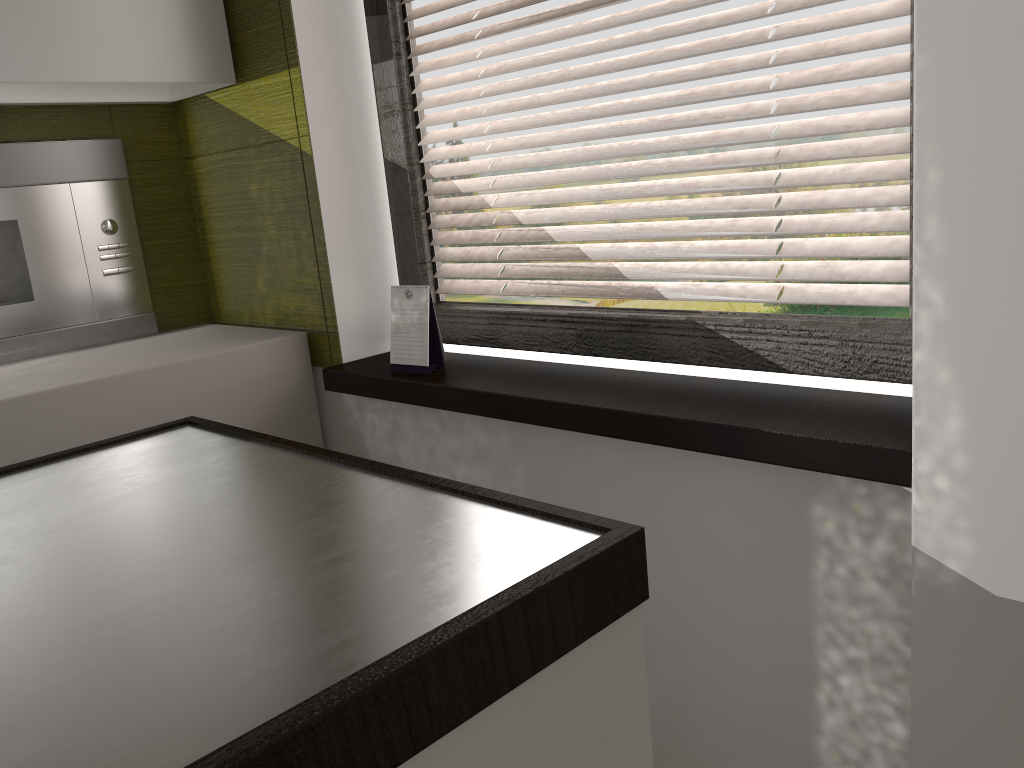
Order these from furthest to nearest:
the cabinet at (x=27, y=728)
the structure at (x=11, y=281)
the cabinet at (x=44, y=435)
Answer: the structure at (x=11, y=281), the cabinet at (x=44, y=435), the cabinet at (x=27, y=728)

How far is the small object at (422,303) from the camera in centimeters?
172cm

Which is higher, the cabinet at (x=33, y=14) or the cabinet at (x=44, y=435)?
the cabinet at (x=33, y=14)

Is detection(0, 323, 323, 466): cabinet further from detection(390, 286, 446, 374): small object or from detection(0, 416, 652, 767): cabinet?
detection(0, 416, 652, 767): cabinet

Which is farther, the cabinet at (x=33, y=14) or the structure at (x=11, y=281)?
the structure at (x=11, y=281)

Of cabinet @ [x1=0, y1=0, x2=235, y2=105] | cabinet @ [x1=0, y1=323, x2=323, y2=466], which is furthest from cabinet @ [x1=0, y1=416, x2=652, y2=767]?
cabinet @ [x1=0, y1=0, x2=235, y2=105]

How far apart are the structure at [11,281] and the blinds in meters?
0.8

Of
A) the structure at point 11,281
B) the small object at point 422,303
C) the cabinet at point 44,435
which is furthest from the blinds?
the structure at point 11,281

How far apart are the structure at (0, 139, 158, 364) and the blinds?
0.76m

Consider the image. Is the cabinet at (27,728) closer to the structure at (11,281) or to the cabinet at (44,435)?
the cabinet at (44,435)
